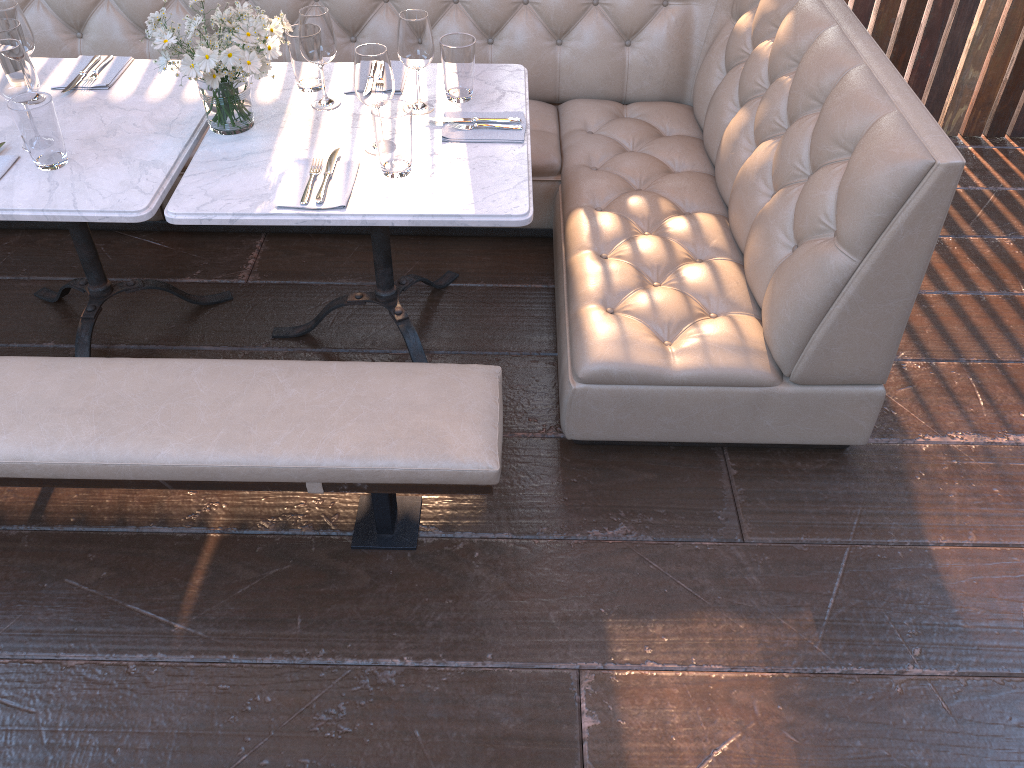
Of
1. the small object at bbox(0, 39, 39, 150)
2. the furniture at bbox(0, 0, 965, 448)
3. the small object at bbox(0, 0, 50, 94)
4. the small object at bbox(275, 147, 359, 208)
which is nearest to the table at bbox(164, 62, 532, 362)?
the small object at bbox(275, 147, 359, 208)

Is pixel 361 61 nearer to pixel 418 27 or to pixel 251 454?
pixel 418 27

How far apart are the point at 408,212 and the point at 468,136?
0.35m

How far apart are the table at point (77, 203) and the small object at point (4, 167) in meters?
0.0 m

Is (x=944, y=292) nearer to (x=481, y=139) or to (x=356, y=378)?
(x=481, y=139)

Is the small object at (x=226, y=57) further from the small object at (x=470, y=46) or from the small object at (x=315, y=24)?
the small object at (x=470, y=46)

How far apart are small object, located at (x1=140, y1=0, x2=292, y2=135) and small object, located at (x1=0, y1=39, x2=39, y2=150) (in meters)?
0.28

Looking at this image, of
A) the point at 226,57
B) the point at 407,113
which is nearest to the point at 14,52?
the point at 226,57

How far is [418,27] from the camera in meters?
2.1 m

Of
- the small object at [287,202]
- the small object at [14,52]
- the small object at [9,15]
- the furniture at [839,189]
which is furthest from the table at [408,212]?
the small object at [9,15]
